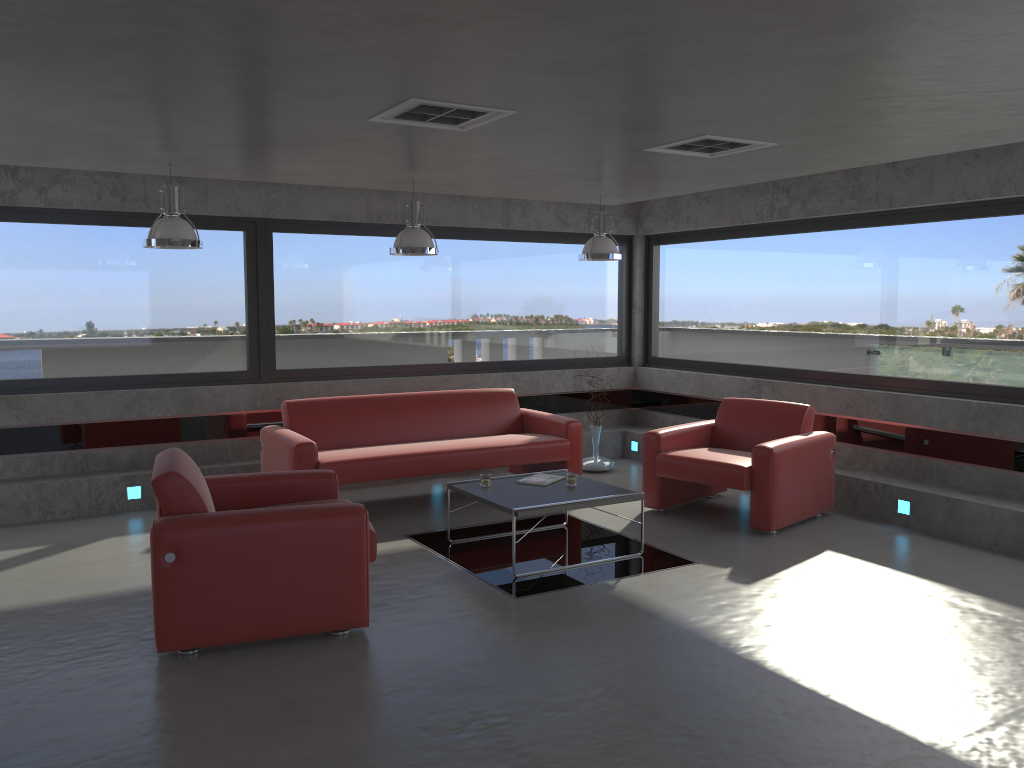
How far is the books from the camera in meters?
6.3 m

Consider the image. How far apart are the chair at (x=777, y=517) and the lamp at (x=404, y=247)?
2.2 meters

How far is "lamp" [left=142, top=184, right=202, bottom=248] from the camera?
5.9m

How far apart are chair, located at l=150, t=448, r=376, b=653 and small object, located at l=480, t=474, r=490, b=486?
1.2 meters

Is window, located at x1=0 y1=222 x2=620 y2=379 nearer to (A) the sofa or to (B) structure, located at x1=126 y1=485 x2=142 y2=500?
(A) the sofa

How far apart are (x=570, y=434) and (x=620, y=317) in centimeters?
275cm

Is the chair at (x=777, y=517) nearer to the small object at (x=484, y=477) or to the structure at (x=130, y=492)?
the small object at (x=484, y=477)

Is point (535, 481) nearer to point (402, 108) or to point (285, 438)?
point (285, 438)

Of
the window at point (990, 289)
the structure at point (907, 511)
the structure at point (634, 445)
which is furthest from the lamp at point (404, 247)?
the structure at point (907, 511)

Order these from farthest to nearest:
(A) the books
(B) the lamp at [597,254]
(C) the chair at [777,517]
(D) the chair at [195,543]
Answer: (B) the lamp at [597,254] → (C) the chair at [777,517] → (A) the books → (D) the chair at [195,543]
